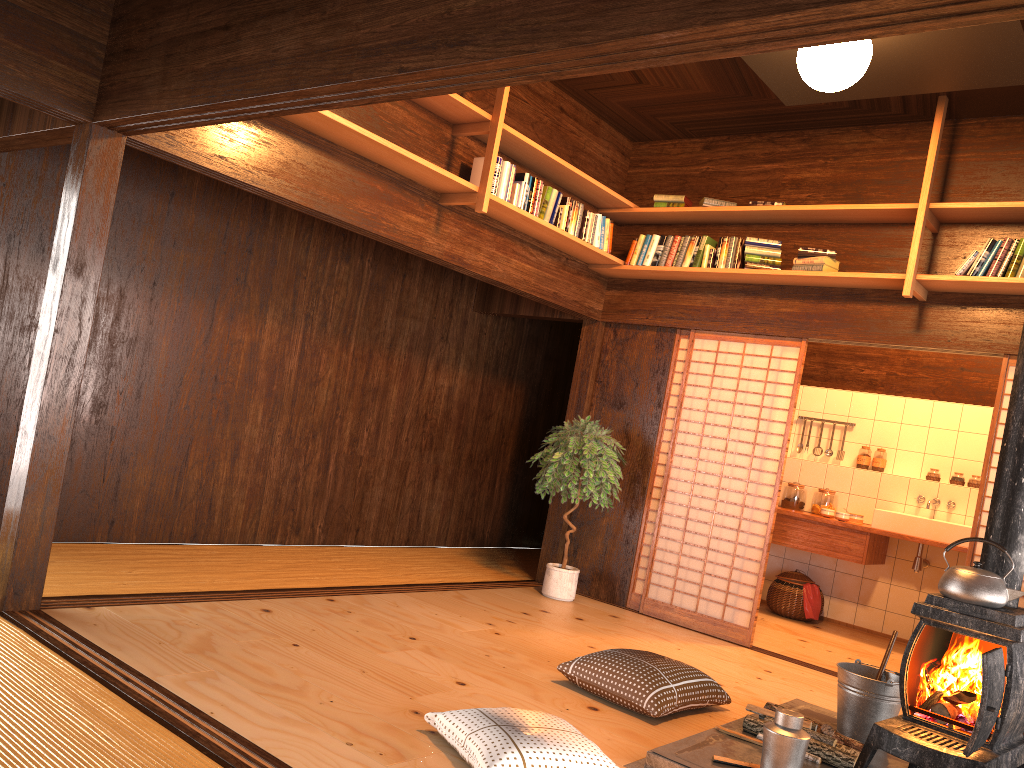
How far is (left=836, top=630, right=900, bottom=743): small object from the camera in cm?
375

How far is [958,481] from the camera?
7.1m

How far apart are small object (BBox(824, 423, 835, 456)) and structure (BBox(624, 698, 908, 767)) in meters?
4.0 m

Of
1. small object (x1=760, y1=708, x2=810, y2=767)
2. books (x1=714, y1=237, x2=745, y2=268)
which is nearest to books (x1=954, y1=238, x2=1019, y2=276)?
books (x1=714, y1=237, x2=745, y2=268)

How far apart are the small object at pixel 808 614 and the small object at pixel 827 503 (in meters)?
0.63

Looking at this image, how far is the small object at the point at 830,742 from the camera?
3.5 meters

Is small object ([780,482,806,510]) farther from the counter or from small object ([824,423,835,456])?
small object ([824,423,835,456])

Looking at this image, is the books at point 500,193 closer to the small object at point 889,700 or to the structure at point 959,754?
the structure at point 959,754

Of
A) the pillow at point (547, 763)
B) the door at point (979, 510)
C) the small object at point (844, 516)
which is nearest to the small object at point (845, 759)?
the pillow at point (547, 763)

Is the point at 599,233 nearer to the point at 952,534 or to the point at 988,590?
the point at 952,534
